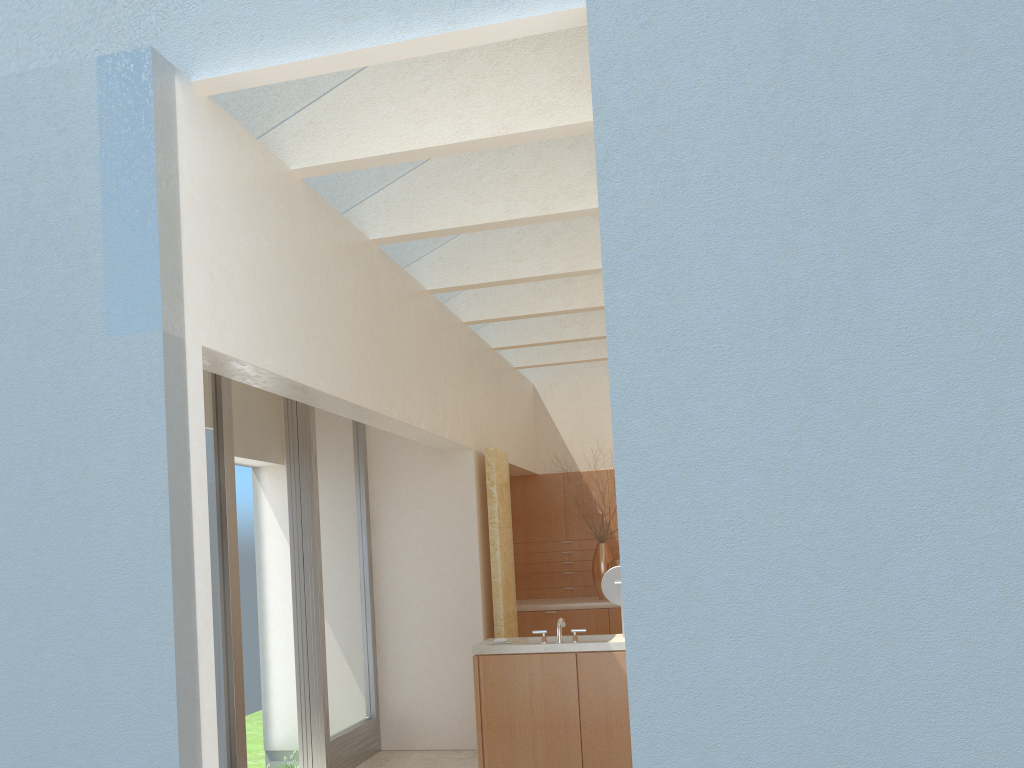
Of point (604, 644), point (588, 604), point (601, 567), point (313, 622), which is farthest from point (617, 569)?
point (601, 567)

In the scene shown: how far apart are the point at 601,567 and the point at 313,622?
8.4 meters

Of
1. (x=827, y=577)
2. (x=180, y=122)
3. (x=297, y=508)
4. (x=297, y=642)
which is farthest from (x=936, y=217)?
(x=297, y=642)

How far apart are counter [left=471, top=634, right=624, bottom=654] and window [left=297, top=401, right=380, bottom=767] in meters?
2.7 m

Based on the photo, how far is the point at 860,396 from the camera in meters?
6.1 m

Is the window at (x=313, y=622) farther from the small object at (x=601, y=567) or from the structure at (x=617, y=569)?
the small object at (x=601, y=567)

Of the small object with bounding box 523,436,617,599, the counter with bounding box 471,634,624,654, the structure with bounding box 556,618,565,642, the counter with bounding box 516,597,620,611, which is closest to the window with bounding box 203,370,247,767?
the counter with bounding box 471,634,624,654

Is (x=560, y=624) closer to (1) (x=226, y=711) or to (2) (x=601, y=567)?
(1) (x=226, y=711)

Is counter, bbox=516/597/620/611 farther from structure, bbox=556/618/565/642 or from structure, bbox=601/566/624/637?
structure, bbox=556/618/565/642

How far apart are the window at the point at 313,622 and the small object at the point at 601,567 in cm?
637
